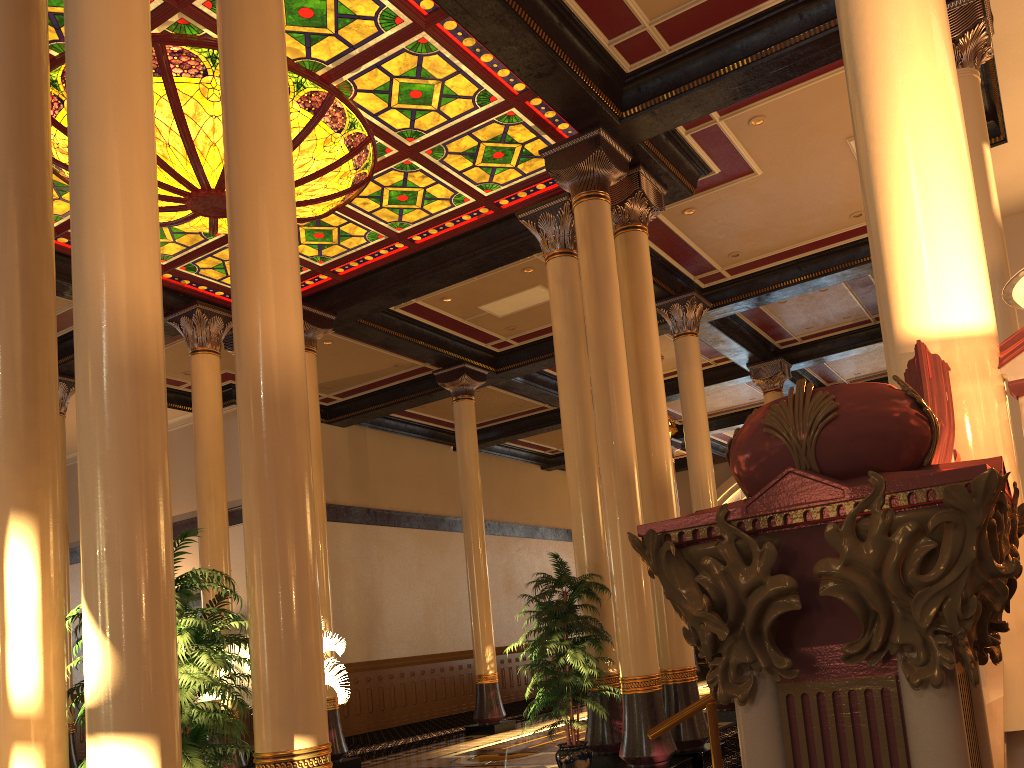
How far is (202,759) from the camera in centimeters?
426cm

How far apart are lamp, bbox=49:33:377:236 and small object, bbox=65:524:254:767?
4.22m

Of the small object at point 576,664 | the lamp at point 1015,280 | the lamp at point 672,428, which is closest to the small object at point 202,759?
the small object at point 576,664

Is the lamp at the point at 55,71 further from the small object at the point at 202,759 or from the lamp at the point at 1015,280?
the lamp at the point at 1015,280

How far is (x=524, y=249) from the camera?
10.66m

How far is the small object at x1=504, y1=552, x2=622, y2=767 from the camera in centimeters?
751cm

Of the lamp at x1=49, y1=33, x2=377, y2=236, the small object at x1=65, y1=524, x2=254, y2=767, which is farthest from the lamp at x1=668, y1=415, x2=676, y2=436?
the small object at x1=65, y1=524, x2=254, y2=767

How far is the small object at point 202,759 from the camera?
4.3 meters

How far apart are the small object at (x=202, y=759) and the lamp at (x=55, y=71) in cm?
422

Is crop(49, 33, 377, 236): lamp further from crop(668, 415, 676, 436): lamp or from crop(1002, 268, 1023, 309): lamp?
crop(668, 415, 676, 436): lamp
